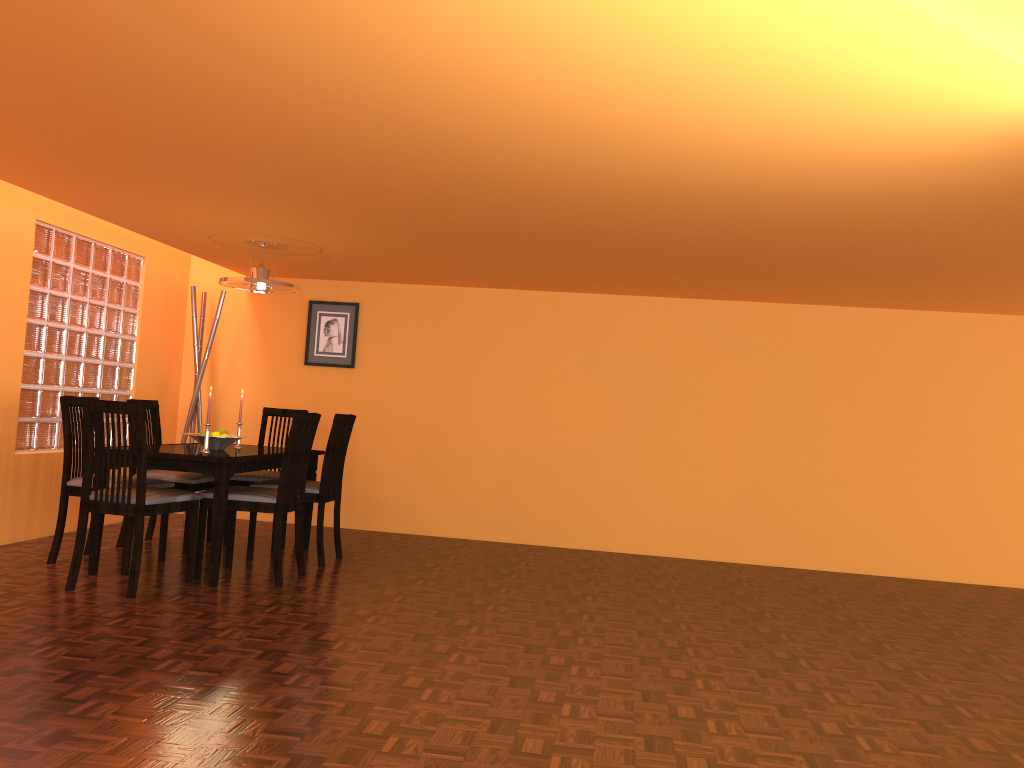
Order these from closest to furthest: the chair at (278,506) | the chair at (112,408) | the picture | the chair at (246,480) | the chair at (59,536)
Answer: the chair at (112,408) < the chair at (278,506) < the chair at (59,536) < the chair at (246,480) < the picture

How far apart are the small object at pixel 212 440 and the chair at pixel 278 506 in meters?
0.3

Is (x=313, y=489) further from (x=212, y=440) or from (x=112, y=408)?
(x=112, y=408)

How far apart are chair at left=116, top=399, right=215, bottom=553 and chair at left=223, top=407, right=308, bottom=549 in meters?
0.1 m

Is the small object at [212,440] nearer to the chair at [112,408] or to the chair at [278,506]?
the chair at [278,506]

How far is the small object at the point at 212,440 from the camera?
4.4m

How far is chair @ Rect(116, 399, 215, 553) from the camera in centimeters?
472cm

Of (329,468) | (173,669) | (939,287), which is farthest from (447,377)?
(173,669)

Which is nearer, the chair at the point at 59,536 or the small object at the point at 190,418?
the chair at the point at 59,536

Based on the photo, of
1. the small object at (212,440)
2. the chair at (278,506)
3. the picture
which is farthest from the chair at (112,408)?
the picture
